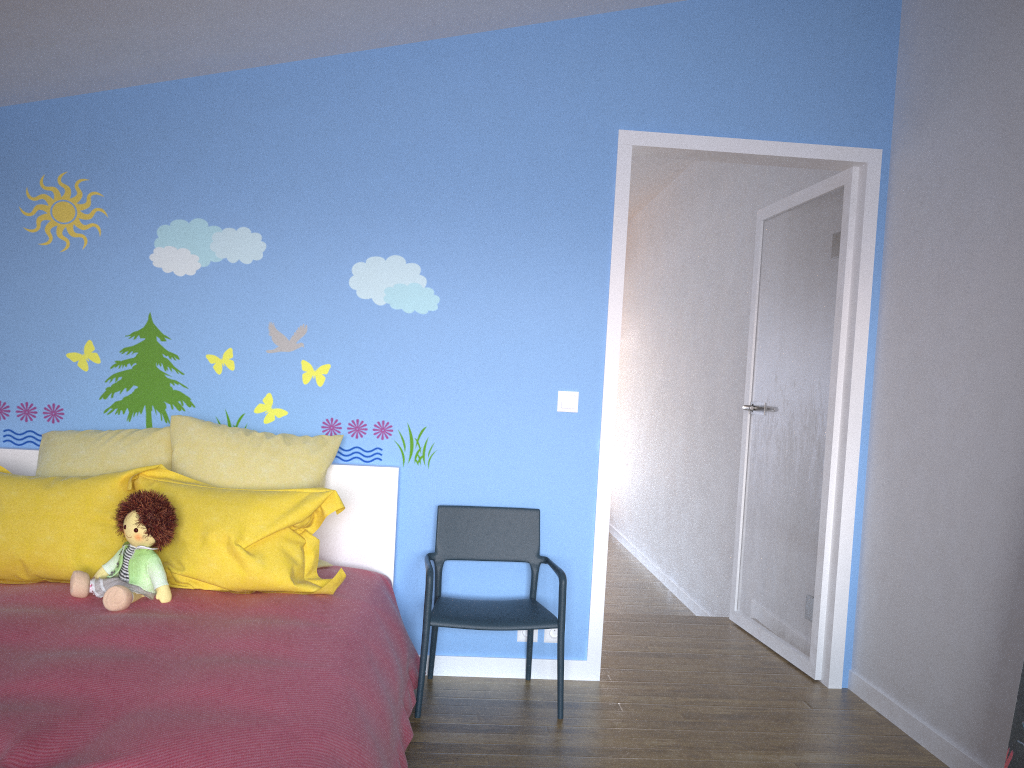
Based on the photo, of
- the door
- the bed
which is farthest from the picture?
the bed

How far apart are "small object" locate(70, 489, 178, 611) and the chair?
0.8 meters

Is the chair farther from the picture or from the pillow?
the picture

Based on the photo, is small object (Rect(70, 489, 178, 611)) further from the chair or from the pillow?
the chair

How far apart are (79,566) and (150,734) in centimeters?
120cm

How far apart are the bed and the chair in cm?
5

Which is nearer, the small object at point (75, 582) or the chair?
the small object at point (75, 582)

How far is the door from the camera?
3.44m

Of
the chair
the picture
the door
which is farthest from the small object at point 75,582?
the picture

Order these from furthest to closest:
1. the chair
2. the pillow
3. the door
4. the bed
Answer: the door → the chair → the pillow → the bed
